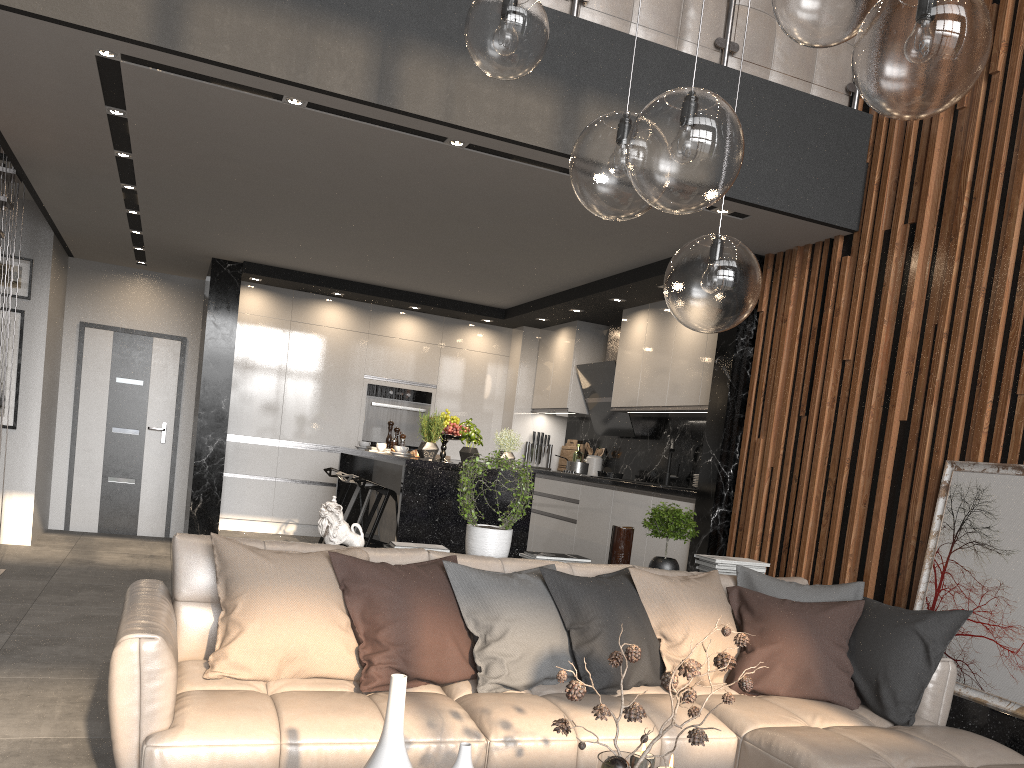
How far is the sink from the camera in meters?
6.9 m

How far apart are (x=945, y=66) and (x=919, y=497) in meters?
2.9 m

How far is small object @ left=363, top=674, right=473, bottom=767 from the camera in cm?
176

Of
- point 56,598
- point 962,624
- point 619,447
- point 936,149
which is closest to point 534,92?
point 936,149

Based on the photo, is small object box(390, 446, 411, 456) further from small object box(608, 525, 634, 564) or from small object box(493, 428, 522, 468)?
small object box(608, 525, 634, 564)

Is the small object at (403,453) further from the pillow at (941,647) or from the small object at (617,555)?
the pillow at (941,647)

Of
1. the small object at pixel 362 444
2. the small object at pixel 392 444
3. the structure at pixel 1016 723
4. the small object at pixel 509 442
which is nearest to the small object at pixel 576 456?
the small object at pixel 392 444

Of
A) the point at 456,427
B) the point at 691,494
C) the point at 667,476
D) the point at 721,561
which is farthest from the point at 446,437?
the point at 721,561

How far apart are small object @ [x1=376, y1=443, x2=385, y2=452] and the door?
3.4 meters

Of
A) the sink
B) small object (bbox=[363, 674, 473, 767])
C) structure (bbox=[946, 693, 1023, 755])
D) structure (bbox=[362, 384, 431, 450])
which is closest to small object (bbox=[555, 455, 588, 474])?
the sink
